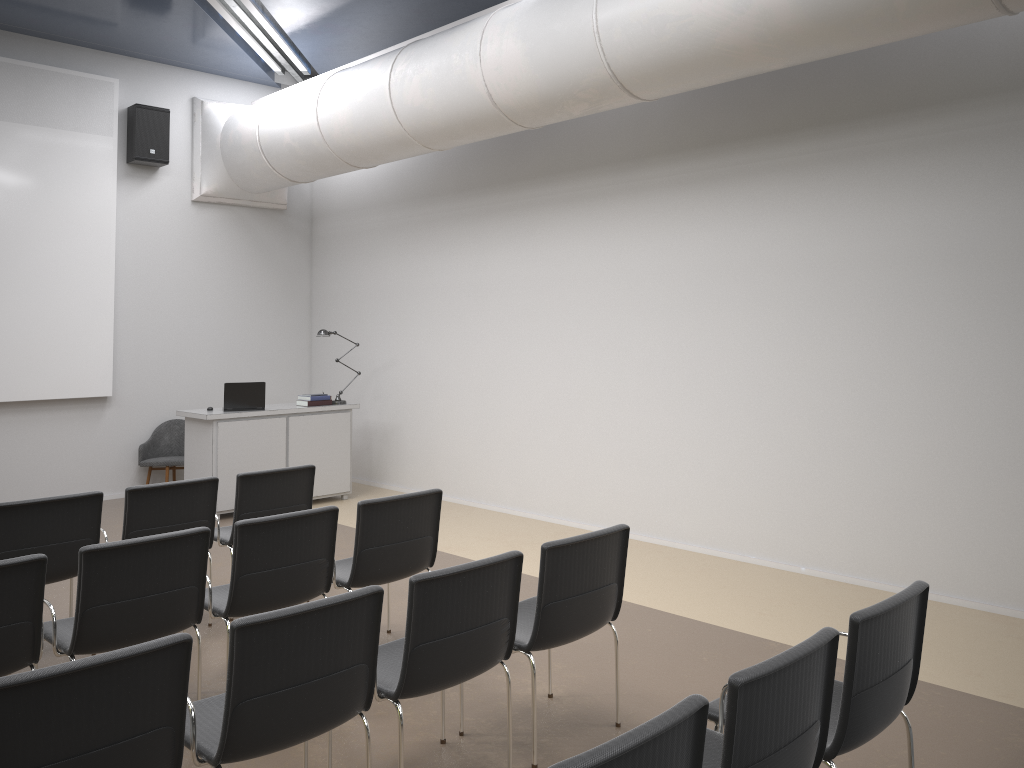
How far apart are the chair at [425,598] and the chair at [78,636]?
0.9m

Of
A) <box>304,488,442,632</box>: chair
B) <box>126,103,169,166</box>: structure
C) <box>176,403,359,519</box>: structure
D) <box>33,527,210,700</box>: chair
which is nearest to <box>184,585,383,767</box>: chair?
Result: <box>33,527,210,700</box>: chair

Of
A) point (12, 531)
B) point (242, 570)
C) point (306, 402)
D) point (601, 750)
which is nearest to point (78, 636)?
point (242, 570)

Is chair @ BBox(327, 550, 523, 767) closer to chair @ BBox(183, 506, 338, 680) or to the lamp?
chair @ BBox(183, 506, 338, 680)

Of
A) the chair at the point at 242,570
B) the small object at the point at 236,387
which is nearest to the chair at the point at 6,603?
the chair at the point at 242,570

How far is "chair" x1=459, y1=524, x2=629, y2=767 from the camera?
3.7 meters

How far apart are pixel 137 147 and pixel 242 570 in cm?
678

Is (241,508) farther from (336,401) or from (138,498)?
(336,401)

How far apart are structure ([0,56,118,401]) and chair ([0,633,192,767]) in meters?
7.3 m

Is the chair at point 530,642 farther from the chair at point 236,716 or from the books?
the books
